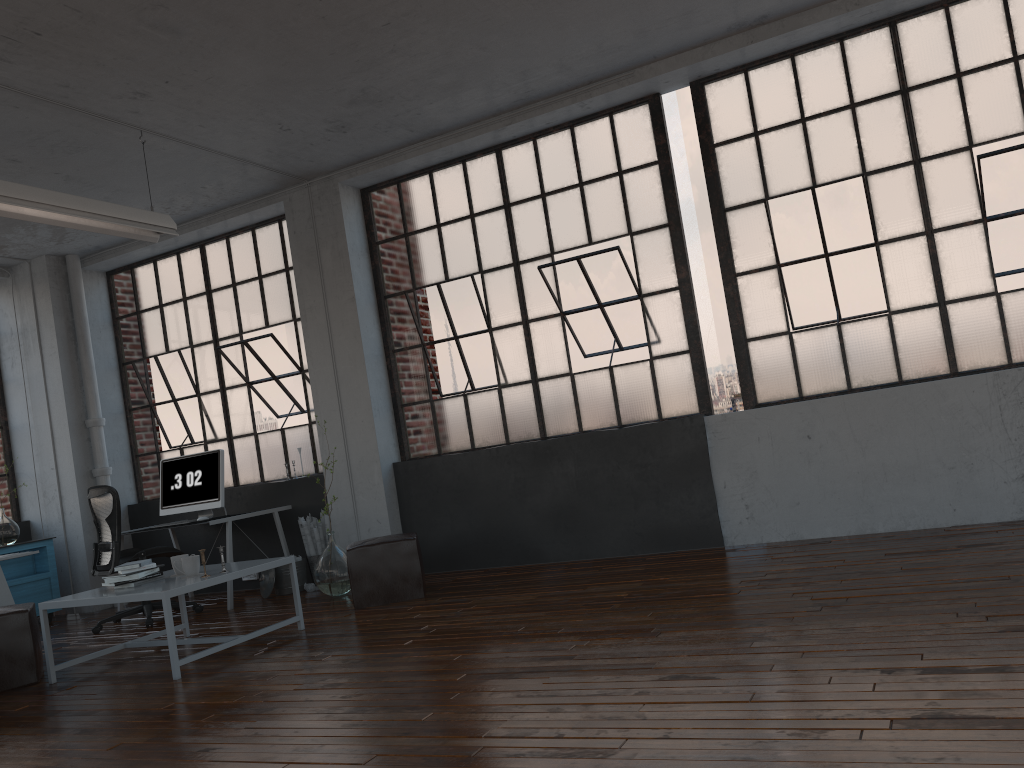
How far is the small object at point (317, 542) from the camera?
7.1 meters

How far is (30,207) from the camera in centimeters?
477cm

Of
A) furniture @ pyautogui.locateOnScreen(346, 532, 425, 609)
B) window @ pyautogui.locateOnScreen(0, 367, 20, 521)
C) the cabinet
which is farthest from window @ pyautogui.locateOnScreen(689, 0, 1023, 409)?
window @ pyautogui.locateOnScreen(0, 367, 20, 521)

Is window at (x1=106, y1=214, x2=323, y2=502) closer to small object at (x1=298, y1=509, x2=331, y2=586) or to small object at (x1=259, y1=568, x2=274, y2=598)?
small object at (x1=298, y1=509, x2=331, y2=586)

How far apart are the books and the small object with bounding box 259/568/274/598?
2.0 meters

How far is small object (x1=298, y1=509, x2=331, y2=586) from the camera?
7.1 meters

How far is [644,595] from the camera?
4.7 meters

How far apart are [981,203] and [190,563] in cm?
513

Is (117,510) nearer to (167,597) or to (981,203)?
(167,597)

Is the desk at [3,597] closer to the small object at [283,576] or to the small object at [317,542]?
the small object at [283,576]
